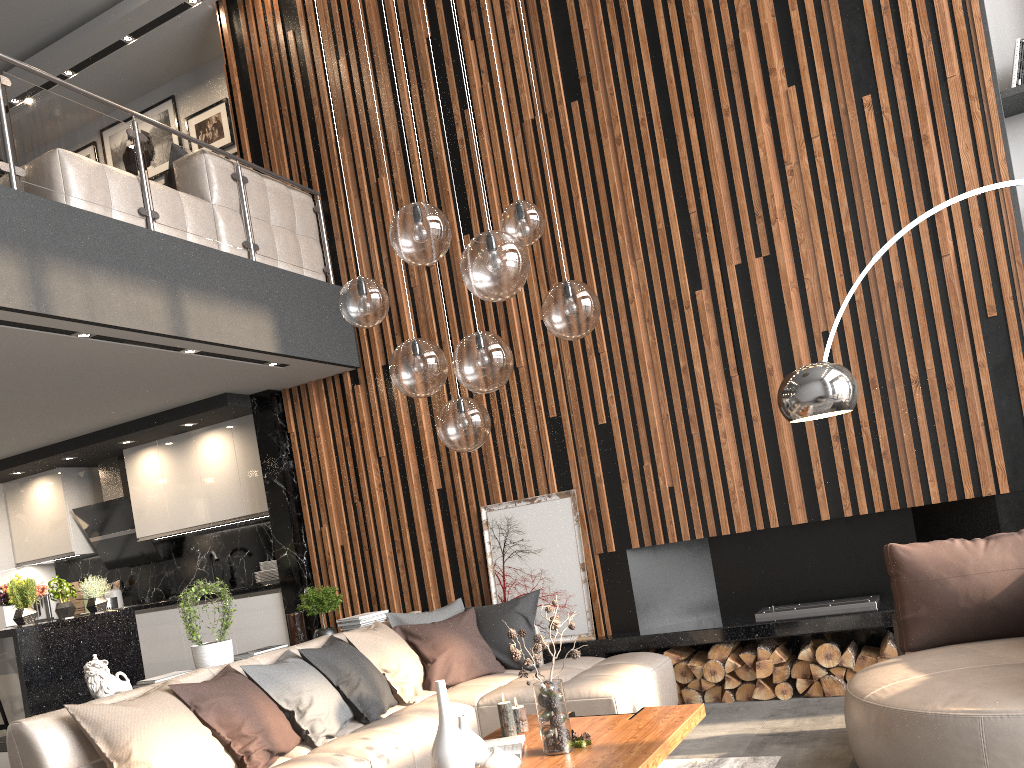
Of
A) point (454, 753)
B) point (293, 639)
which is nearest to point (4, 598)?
point (293, 639)

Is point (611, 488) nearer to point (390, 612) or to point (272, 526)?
point (390, 612)

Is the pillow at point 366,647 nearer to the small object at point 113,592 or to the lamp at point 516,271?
the lamp at point 516,271

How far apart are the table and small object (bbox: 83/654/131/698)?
1.75m

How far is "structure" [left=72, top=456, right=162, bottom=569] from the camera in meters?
7.9

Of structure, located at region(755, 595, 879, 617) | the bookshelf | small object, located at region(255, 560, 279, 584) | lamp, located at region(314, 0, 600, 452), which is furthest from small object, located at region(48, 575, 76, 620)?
the bookshelf

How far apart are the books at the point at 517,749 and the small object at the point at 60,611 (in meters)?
3.76

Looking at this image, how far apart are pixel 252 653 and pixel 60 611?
1.9m

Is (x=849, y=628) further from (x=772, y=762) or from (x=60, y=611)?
(x=60, y=611)

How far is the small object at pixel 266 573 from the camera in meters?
7.1
